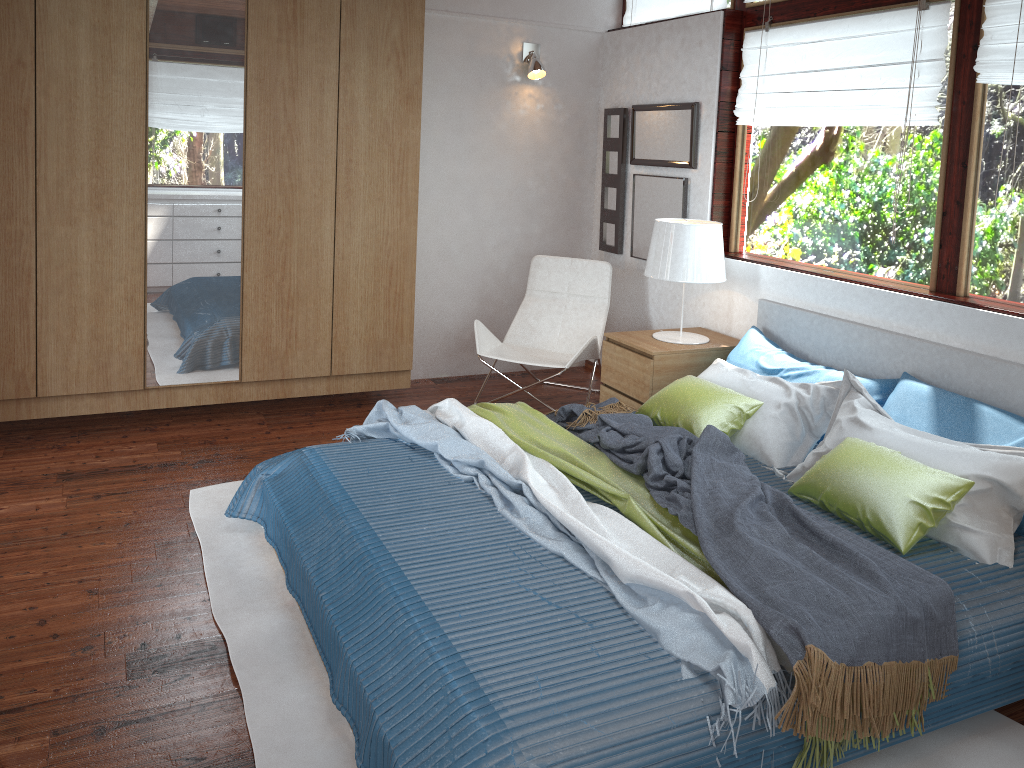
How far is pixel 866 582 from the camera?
2.19m

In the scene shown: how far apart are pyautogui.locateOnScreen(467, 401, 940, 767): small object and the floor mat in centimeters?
19cm

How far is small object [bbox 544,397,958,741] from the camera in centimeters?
200cm

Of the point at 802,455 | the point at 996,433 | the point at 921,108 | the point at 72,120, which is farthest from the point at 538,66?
the point at 996,433

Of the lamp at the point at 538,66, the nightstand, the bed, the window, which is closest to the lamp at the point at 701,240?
the nightstand

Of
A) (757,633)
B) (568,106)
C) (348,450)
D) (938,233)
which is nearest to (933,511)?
(757,633)

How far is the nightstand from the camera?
4.11m

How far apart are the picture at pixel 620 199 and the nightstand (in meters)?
1.05

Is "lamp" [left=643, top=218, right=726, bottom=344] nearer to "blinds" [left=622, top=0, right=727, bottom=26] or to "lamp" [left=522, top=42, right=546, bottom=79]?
"blinds" [left=622, top=0, right=727, bottom=26]

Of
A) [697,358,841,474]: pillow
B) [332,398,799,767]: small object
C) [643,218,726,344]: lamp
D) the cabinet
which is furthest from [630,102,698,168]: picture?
[332,398,799,767]: small object
